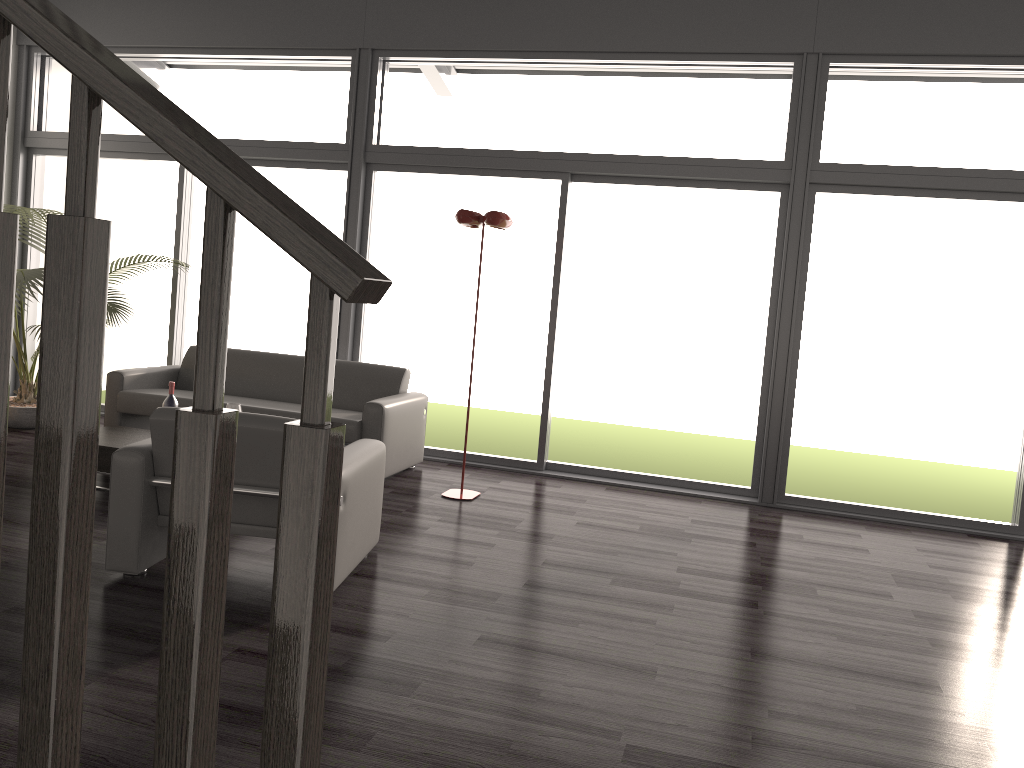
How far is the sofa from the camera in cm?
576

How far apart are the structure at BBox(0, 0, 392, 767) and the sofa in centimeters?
472cm

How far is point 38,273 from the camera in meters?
6.1

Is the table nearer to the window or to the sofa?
the sofa

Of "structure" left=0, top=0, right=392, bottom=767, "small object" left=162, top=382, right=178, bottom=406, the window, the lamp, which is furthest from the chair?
"structure" left=0, top=0, right=392, bottom=767

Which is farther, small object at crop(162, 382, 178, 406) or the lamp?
the lamp

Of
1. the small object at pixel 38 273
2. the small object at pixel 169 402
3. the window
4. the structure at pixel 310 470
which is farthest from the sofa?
the structure at pixel 310 470

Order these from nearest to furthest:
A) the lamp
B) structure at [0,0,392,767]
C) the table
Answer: structure at [0,0,392,767] → the table → the lamp

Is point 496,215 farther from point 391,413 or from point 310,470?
point 310,470

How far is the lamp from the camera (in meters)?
5.31
